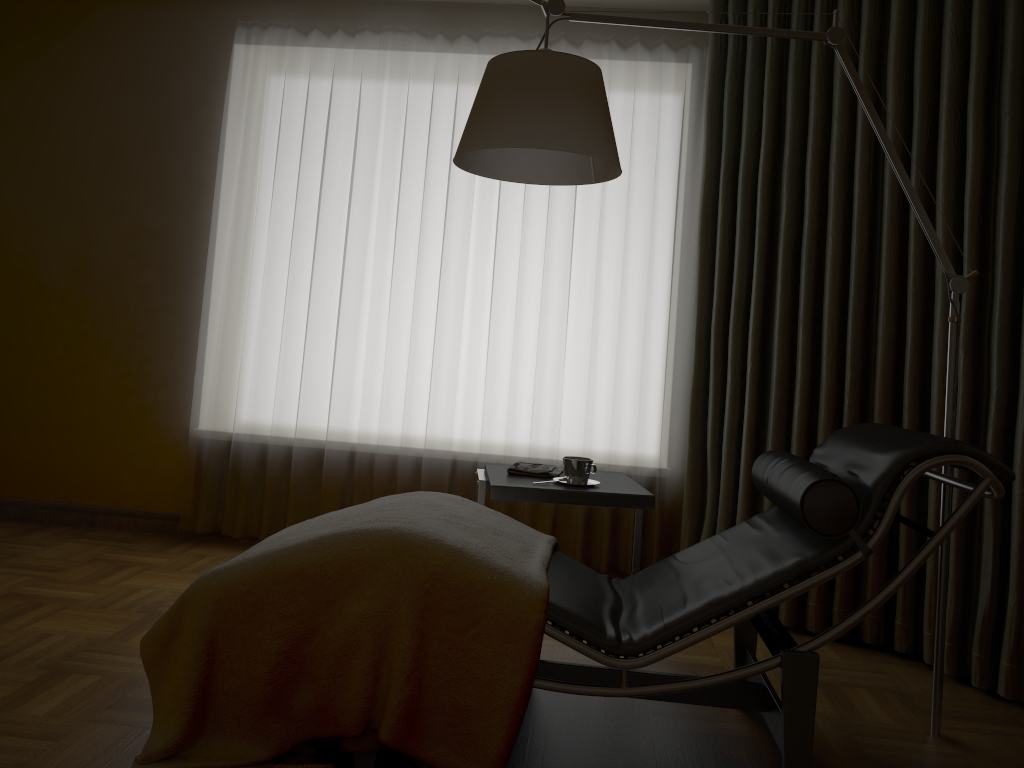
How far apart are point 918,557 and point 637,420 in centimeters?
189cm

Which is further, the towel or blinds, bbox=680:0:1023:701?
the towel

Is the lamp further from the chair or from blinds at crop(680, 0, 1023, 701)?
blinds at crop(680, 0, 1023, 701)

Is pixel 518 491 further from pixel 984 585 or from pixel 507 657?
pixel 984 585

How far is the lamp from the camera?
2.1 meters

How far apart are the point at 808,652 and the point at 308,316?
2.60m

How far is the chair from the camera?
1.9m

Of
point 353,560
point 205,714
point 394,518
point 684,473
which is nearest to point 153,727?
point 205,714

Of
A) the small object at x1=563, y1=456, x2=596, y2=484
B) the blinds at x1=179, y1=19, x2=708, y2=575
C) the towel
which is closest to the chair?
the small object at x1=563, y1=456, x2=596, y2=484

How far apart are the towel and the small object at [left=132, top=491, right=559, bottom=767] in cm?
47
